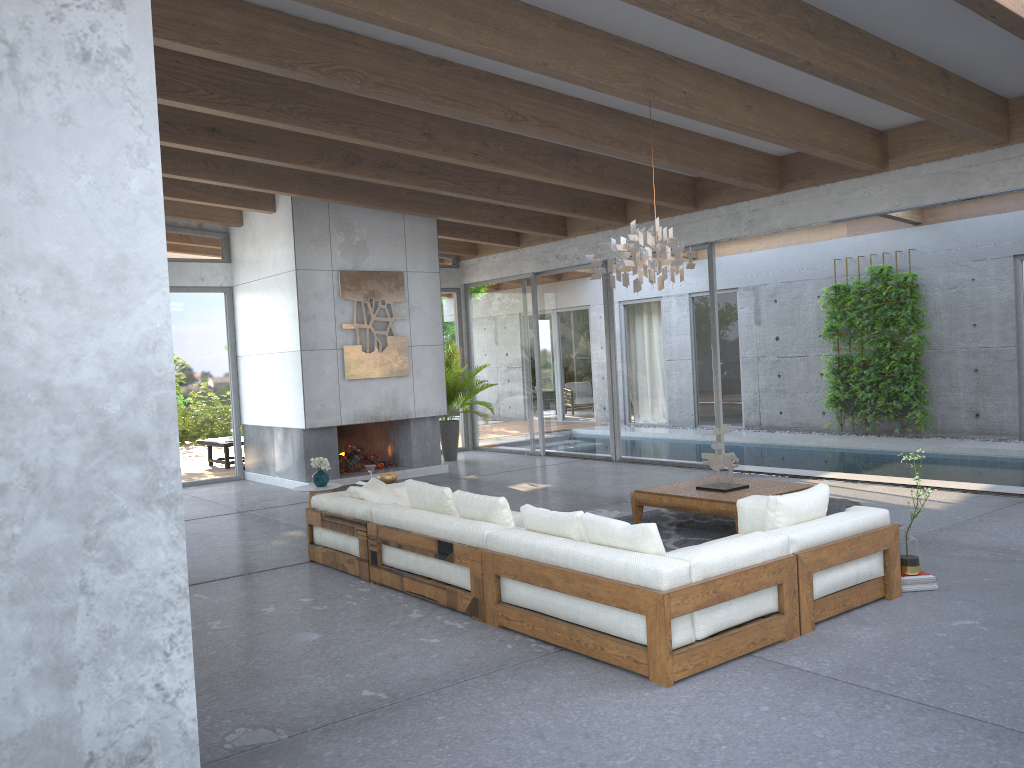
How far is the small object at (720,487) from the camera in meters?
7.1

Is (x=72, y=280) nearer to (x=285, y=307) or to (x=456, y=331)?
(x=285, y=307)

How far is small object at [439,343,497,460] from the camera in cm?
1310

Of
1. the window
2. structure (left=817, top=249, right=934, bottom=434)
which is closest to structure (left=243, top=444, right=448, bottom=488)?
the window

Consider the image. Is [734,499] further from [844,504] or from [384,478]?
[384,478]

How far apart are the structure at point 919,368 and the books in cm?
816

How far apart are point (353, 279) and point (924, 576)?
7.68m

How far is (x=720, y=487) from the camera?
7.1 meters

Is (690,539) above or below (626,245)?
below

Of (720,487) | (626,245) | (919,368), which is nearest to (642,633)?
(626,245)
